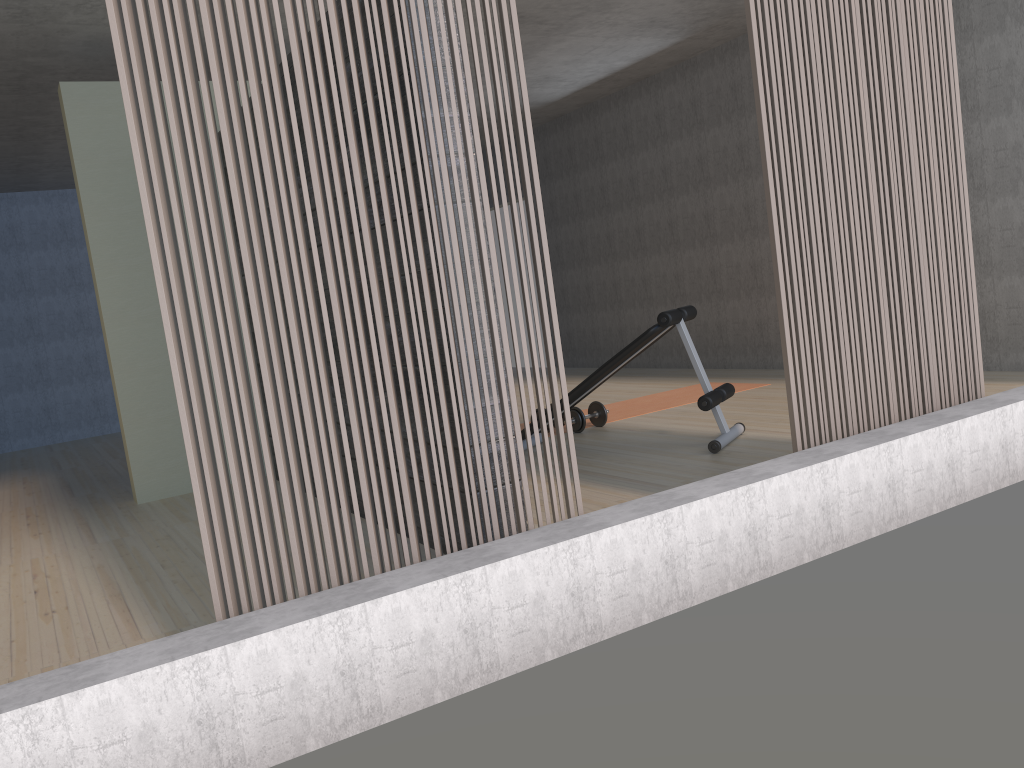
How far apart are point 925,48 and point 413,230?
2.13m

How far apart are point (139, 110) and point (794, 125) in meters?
2.2

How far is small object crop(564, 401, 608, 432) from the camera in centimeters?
568cm

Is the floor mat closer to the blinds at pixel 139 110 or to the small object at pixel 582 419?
the small object at pixel 582 419

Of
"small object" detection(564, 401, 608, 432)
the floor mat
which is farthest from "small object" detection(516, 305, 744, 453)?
the floor mat

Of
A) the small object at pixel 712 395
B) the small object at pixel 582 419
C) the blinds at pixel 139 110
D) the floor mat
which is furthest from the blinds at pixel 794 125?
the floor mat

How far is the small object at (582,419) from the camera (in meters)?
5.68

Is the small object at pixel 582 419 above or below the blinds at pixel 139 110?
below

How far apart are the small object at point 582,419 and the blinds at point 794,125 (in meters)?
2.45

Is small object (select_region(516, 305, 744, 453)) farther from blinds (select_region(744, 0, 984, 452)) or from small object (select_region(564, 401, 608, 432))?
blinds (select_region(744, 0, 984, 452))
